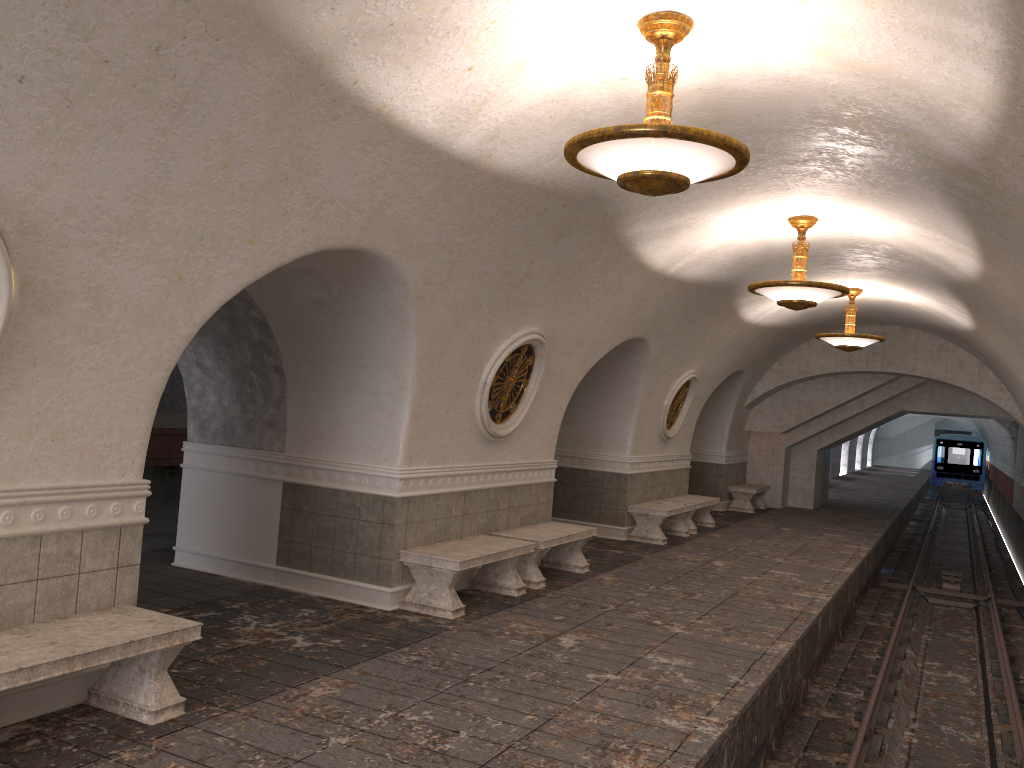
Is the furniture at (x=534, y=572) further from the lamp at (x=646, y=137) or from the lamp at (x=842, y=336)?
the lamp at (x=842, y=336)

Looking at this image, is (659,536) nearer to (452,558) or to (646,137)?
(452,558)

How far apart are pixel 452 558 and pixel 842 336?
8.01m

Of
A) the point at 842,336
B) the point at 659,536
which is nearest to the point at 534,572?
the point at 659,536

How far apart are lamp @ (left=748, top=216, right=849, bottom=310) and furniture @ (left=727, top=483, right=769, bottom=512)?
10.0 meters

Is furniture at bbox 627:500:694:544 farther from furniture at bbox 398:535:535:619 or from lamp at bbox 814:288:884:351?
furniture at bbox 398:535:535:619

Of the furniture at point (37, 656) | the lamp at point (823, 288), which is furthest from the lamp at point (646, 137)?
the lamp at point (823, 288)

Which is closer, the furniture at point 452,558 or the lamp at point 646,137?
the lamp at point 646,137

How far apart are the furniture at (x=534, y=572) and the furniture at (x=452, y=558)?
0.3m

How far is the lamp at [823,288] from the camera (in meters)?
8.74
